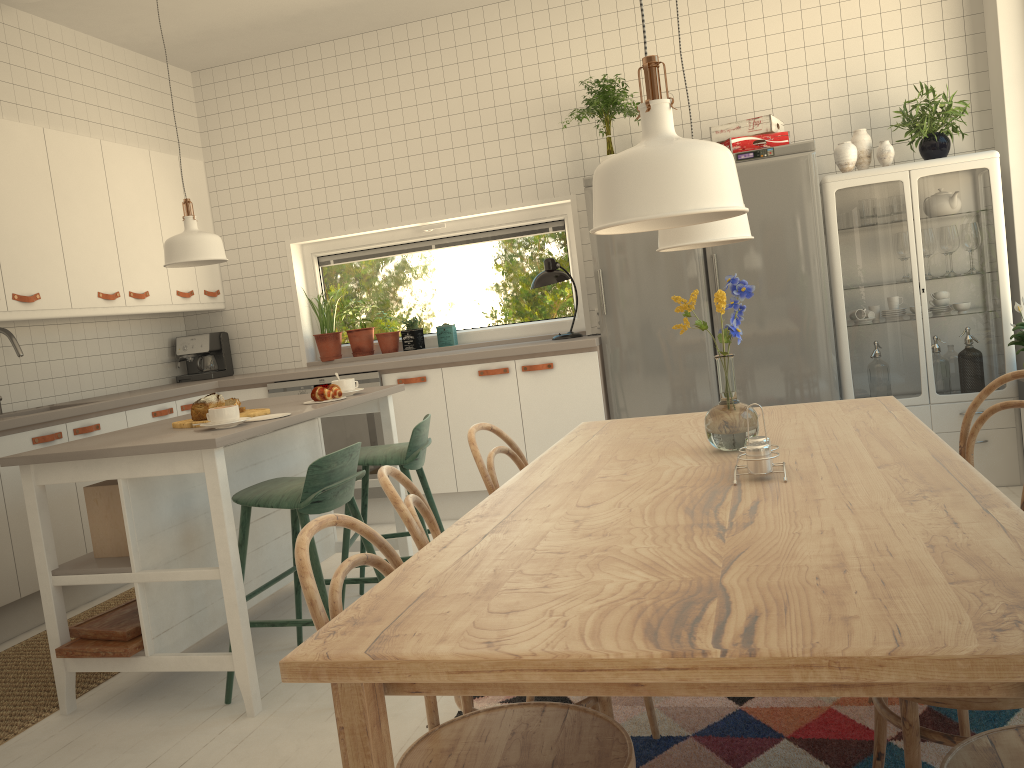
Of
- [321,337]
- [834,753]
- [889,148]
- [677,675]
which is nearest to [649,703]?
[834,753]

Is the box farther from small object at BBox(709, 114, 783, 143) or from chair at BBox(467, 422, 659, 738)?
small object at BBox(709, 114, 783, 143)

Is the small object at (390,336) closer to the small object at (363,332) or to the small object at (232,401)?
the small object at (363,332)

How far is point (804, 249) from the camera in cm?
432

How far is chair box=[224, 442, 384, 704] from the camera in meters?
2.7 m

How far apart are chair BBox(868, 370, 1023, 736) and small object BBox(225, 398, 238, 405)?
2.3m

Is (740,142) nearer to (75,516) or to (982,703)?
(982,703)

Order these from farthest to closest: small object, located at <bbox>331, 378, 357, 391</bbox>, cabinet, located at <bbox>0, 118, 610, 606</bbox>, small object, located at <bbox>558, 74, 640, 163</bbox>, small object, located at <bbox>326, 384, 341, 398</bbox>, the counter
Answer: small object, located at <bbox>558, 74, 640, 163</bbox>
cabinet, located at <bbox>0, 118, 610, 606</bbox>
the counter
small object, located at <bbox>331, 378, 357, 391</bbox>
small object, located at <bbox>326, 384, 341, 398</bbox>

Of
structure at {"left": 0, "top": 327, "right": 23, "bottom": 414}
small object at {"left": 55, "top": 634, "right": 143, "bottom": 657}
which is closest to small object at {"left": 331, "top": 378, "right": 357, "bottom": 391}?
small object at {"left": 55, "top": 634, "right": 143, "bottom": 657}

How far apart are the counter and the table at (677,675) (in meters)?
1.96
